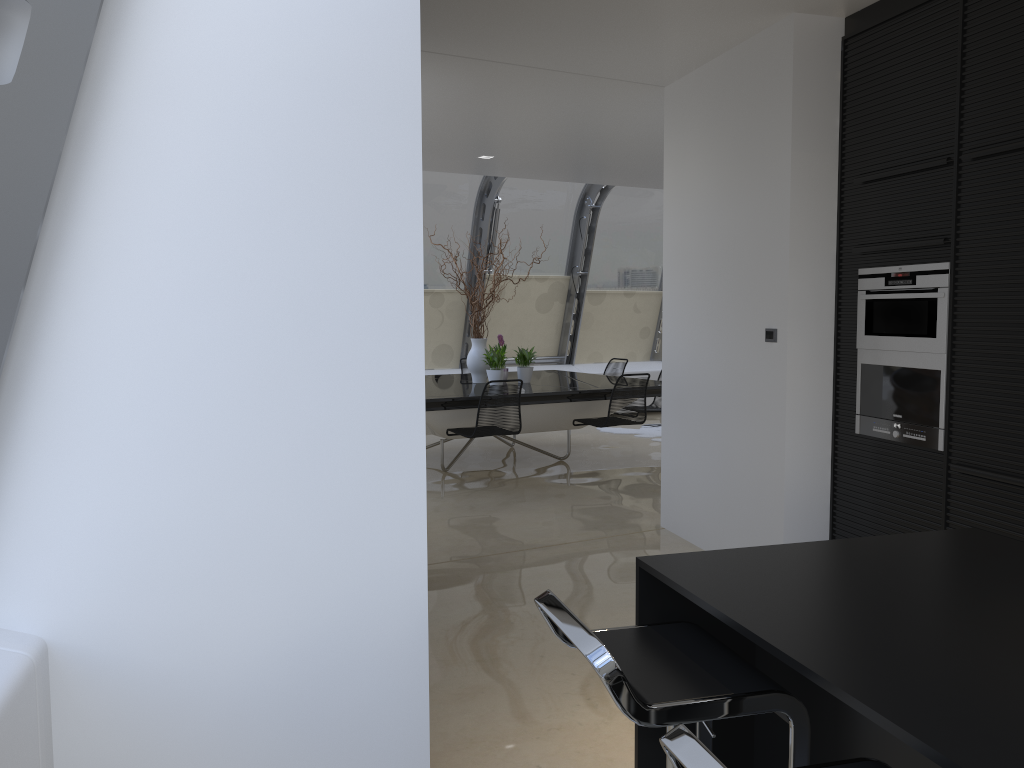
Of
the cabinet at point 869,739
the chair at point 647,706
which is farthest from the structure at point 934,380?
the chair at point 647,706

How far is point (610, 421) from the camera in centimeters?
770cm

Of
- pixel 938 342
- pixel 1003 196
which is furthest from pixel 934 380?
pixel 1003 196

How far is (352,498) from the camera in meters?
2.4

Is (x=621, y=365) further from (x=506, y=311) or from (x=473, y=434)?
(x=473, y=434)

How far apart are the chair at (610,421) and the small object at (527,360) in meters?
0.9

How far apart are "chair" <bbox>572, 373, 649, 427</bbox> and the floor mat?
2.3m

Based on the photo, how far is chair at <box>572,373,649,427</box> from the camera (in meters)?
7.70

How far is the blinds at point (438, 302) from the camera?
10.99m

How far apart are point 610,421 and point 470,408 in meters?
1.3 m
